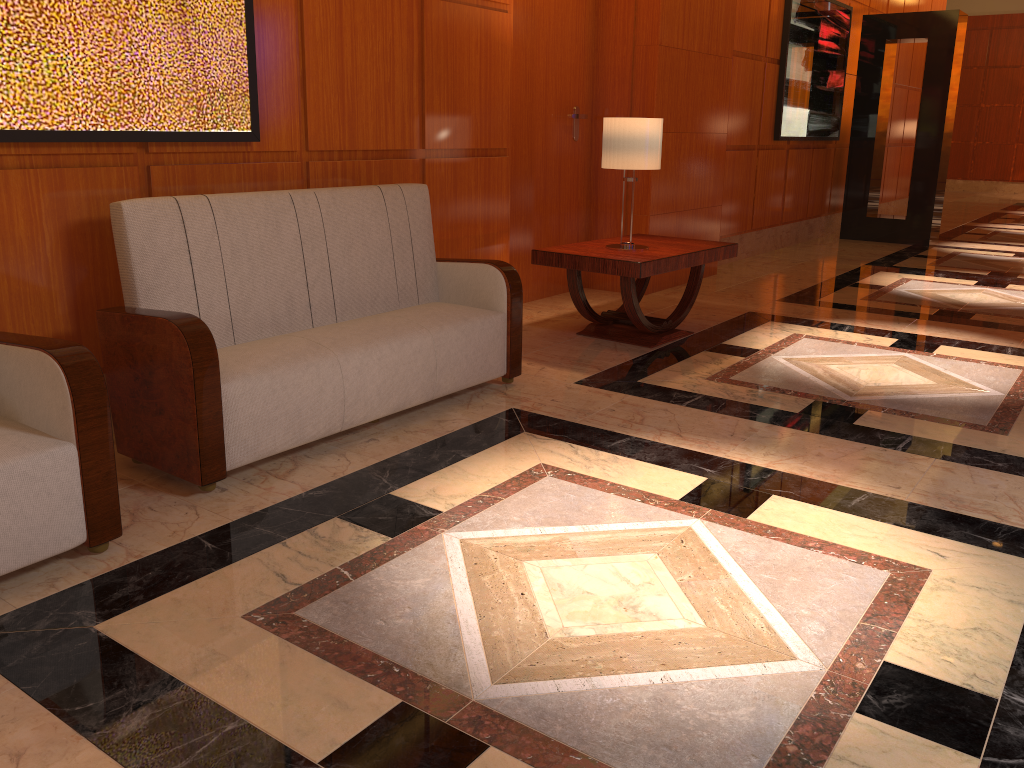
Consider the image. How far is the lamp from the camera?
4.8m

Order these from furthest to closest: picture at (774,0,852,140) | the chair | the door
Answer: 1. picture at (774,0,852,140)
2. the door
3. the chair

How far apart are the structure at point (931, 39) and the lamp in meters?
6.2

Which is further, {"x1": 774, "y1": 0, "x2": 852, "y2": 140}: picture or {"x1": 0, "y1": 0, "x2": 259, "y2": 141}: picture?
{"x1": 774, "y1": 0, "x2": 852, "y2": 140}: picture

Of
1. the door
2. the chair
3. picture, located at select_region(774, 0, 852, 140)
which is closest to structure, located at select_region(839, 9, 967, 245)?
picture, located at select_region(774, 0, 852, 140)

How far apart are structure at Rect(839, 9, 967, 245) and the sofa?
7.4 meters

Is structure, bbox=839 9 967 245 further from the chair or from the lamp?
the chair

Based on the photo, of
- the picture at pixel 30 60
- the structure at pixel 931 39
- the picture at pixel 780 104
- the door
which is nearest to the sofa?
the picture at pixel 30 60

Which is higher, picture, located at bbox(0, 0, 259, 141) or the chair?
picture, located at bbox(0, 0, 259, 141)

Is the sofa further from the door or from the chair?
the door
